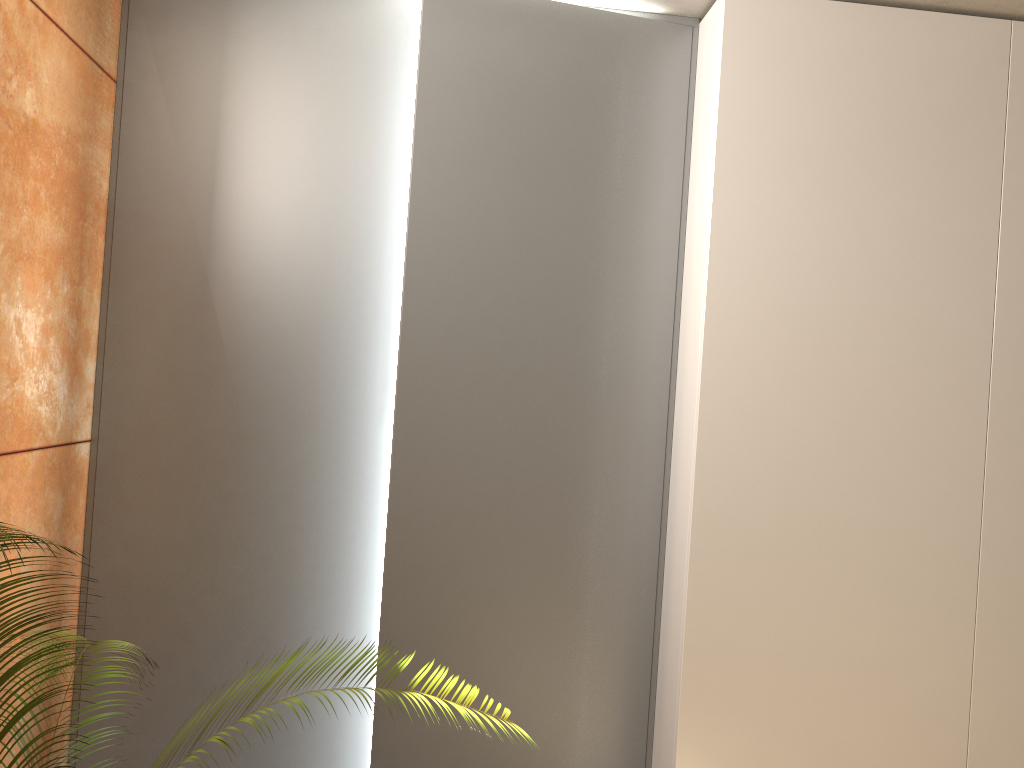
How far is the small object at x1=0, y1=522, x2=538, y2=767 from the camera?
1.1 meters

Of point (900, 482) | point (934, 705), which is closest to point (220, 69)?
point (900, 482)

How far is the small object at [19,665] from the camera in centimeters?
112cm

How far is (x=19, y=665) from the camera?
1.12m
